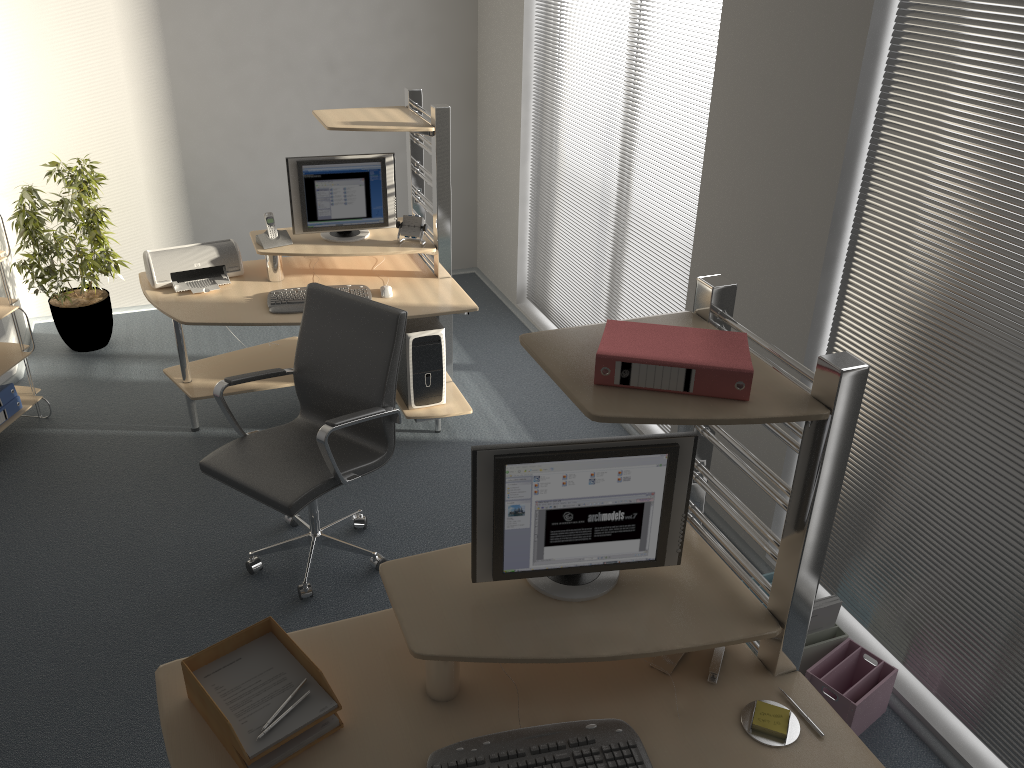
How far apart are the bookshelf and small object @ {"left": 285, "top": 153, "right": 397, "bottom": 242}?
1.4m

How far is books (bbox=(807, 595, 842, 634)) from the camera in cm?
299

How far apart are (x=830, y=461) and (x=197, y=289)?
3.2 meters

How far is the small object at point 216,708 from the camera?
1.9 meters

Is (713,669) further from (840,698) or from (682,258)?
(682,258)

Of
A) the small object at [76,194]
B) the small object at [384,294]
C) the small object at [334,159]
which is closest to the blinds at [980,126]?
the small object at [384,294]

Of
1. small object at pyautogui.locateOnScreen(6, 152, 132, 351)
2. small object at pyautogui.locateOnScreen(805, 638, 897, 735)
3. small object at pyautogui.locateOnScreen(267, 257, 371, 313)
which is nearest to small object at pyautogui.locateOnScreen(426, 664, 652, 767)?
small object at pyautogui.locateOnScreen(805, 638, 897, 735)

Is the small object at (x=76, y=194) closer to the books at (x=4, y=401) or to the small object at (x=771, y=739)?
the books at (x=4, y=401)

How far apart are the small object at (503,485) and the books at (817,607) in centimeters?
104cm

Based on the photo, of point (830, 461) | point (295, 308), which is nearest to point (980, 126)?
point (830, 461)
